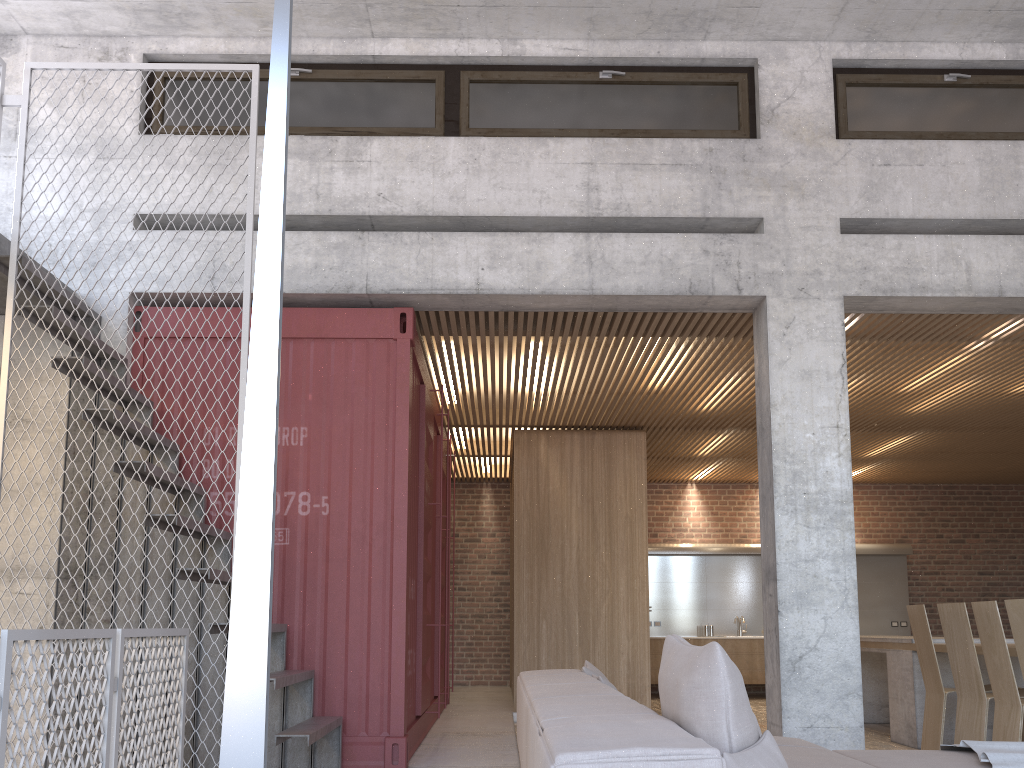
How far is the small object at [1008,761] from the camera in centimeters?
345cm

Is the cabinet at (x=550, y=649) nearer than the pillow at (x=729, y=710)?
No

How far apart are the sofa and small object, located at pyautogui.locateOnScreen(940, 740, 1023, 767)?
0.0 meters

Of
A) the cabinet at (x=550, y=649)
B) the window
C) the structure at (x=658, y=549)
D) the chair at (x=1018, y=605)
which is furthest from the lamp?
the structure at (x=658, y=549)

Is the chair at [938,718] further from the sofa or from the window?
the window

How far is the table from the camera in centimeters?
714cm

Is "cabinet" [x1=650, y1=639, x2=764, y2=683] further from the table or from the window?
the window

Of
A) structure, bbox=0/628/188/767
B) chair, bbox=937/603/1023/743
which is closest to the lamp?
structure, bbox=0/628/188/767

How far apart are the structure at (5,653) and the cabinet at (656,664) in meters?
8.7 m

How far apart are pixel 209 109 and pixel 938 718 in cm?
694
